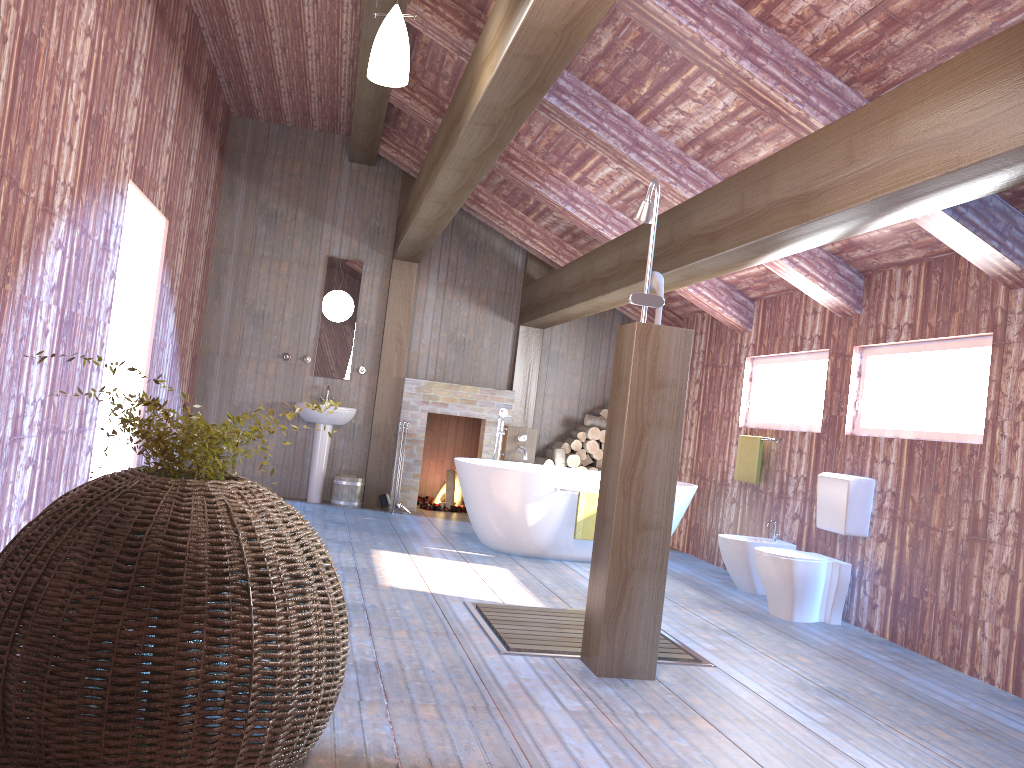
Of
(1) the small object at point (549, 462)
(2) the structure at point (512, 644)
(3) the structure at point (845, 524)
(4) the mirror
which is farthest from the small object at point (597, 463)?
(2) the structure at point (512, 644)

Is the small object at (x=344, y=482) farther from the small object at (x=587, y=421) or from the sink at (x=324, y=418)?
the small object at (x=587, y=421)

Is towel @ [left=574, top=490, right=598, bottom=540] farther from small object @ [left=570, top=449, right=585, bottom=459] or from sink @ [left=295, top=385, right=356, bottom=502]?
sink @ [left=295, top=385, right=356, bottom=502]

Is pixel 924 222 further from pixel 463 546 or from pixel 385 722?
pixel 463 546

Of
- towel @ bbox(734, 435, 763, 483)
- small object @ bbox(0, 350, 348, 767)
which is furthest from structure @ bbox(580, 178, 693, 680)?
towel @ bbox(734, 435, 763, 483)

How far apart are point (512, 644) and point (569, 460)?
4.86m

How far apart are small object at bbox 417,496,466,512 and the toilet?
4.2 meters

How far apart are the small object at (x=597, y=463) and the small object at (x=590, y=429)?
0.32m

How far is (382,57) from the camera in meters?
3.7

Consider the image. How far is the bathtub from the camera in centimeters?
644cm
